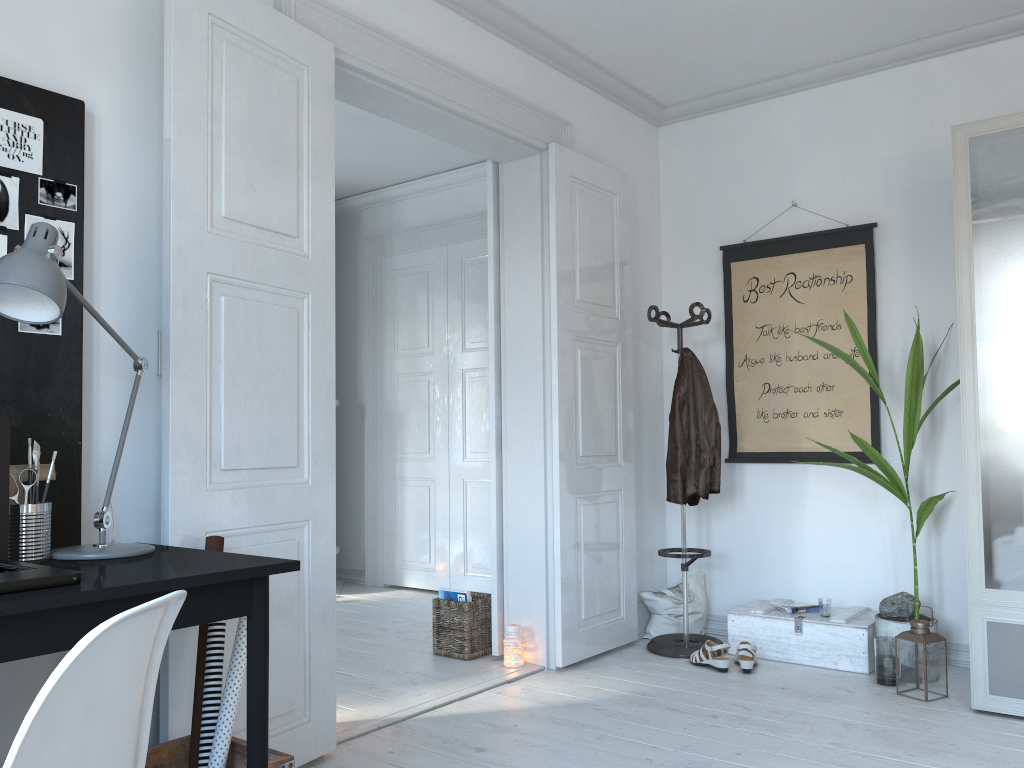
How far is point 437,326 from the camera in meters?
6.0 m

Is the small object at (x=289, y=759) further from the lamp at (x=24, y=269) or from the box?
the box

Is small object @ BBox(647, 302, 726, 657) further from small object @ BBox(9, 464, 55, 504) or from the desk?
small object @ BBox(9, 464, 55, 504)

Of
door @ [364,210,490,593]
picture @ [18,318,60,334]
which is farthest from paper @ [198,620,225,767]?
door @ [364,210,490,593]

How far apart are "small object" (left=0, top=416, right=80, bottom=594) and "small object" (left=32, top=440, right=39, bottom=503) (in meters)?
0.20

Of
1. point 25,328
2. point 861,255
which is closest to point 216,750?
point 25,328

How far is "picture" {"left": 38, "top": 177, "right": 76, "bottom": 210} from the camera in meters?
2.2 m

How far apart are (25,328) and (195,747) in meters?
1.1

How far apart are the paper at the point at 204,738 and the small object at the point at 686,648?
2.4 meters

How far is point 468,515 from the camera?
5.8 meters
